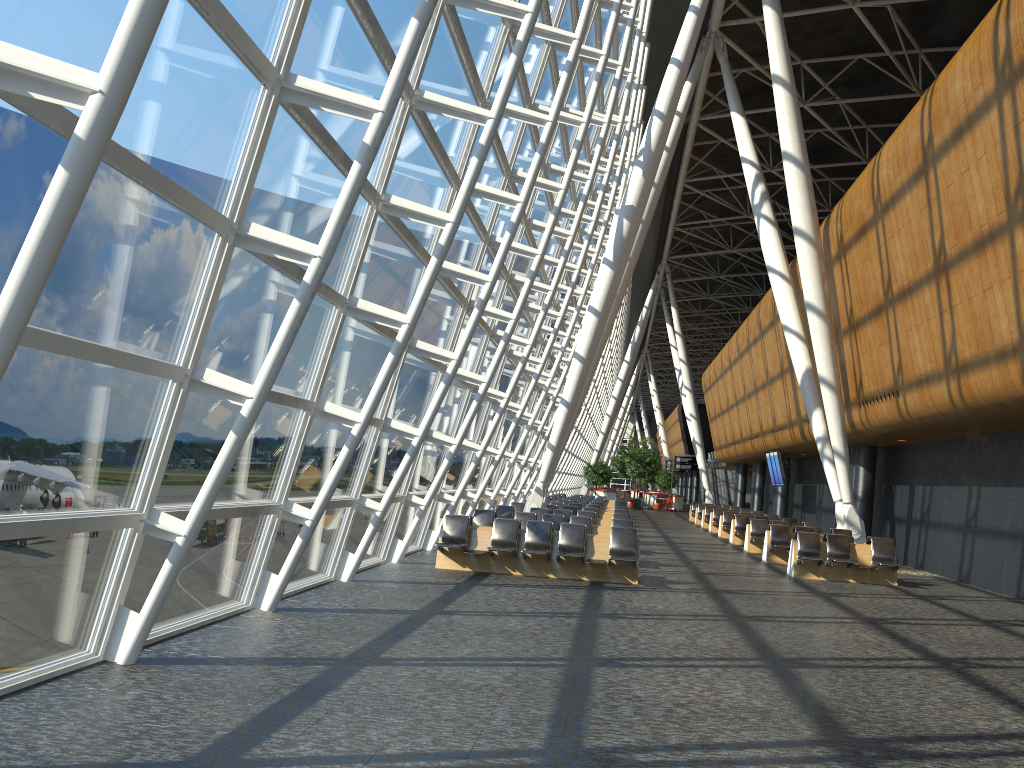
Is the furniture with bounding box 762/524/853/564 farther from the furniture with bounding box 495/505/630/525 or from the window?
the window

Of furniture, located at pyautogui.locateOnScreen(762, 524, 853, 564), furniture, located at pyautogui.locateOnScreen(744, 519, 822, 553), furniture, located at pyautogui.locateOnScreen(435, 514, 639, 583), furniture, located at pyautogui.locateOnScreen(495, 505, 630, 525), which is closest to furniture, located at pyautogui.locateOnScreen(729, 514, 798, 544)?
furniture, located at pyautogui.locateOnScreen(744, 519, 822, 553)

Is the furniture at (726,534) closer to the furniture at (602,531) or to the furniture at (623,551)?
the furniture at (602,531)

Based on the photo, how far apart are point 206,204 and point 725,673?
5.5m

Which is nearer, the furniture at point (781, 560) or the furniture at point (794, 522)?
the furniture at point (781, 560)

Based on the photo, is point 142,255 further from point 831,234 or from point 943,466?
point 943,466

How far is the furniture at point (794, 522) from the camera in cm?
2533

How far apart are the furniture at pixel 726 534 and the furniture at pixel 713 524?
2.4 meters

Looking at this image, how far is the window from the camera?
Result: 5.13m

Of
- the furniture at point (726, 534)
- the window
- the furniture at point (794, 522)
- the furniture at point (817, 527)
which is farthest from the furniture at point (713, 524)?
the furniture at point (817, 527)
